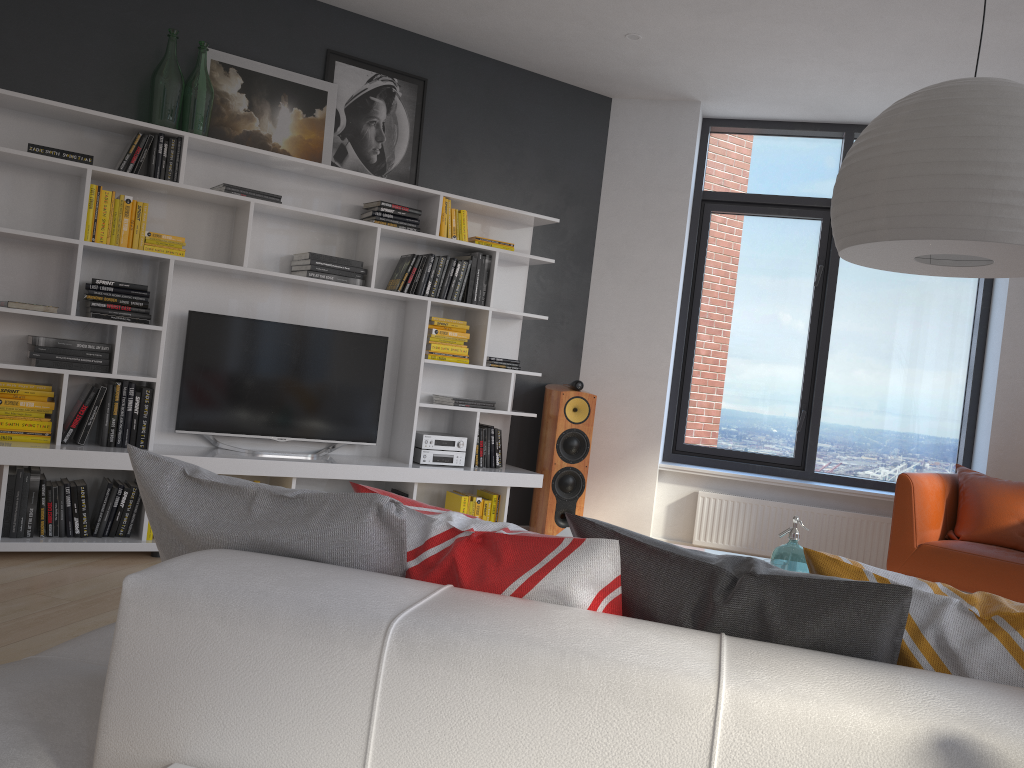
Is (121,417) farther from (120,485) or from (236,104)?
(236,104)

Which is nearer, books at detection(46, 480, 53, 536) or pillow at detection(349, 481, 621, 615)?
pillow at detection(349, 481, 621, 615)

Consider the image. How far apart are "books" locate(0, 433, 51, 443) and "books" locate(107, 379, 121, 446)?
0.3m

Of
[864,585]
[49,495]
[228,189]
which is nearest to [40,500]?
[49,495]

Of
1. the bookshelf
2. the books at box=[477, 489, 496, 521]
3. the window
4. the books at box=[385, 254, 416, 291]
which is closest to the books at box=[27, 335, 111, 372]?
the bookshelf

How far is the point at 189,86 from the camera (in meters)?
4.40

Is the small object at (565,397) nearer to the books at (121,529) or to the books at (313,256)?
the books at (313,256)

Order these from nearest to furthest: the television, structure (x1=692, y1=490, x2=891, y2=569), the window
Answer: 1. the television
2. structure (x1=692, y1=490, x2=891, y2=569)
3. the window

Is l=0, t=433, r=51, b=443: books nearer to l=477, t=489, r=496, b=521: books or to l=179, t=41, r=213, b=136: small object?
l=179, t=41, r=213, b=136: small object

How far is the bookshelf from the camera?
4.2m
